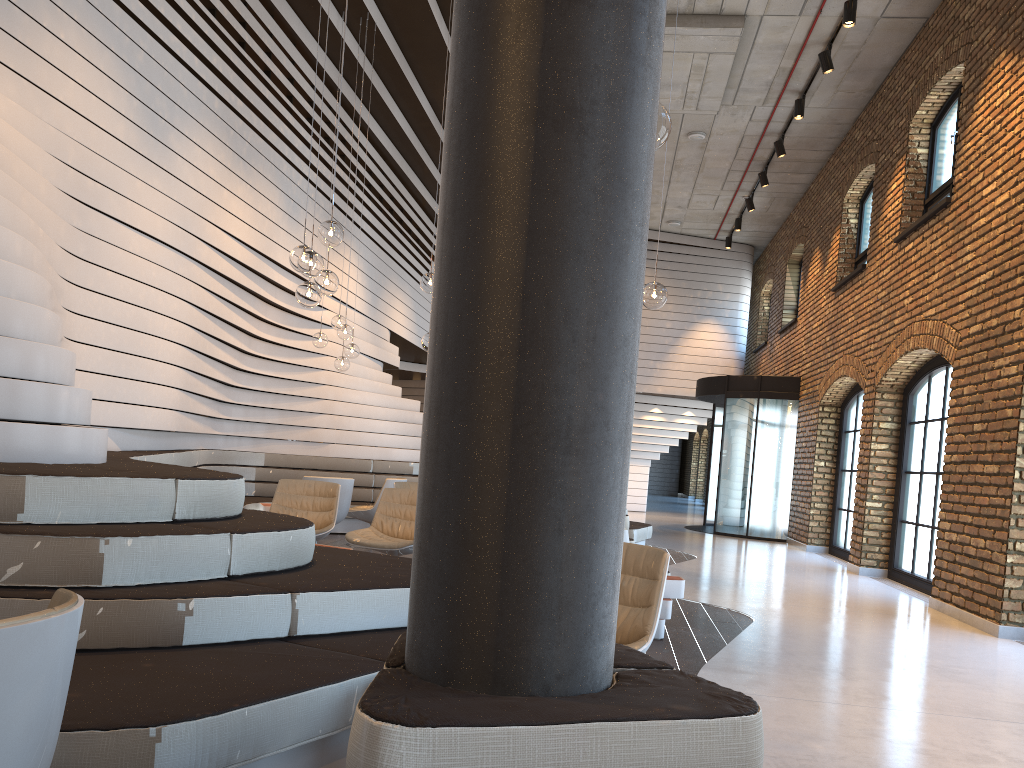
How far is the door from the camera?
14.71m

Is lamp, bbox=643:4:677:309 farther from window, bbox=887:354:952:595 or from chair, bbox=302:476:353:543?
window, bbox=887:354:952:595

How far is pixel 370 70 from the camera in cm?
1080

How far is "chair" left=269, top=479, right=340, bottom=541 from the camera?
7.1 meters

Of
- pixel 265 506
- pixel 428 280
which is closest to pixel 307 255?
pixel 428 280

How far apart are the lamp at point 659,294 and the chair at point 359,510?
4.6 meters

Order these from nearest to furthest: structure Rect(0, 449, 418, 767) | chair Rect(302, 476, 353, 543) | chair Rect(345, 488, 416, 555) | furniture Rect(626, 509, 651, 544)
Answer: structure Rect(0, 449, 418, 767)
chair Rect(345, 488, 416, 555)
chair Rect(302, 476, 353, 543)
furniture Rect(626, 509, 651, 544)

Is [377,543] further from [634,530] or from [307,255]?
[634,530]

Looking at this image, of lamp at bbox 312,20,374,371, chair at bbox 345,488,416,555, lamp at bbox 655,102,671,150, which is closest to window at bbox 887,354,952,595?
chair at bbox 345,488,416,555

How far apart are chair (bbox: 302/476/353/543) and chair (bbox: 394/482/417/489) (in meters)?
0.51
